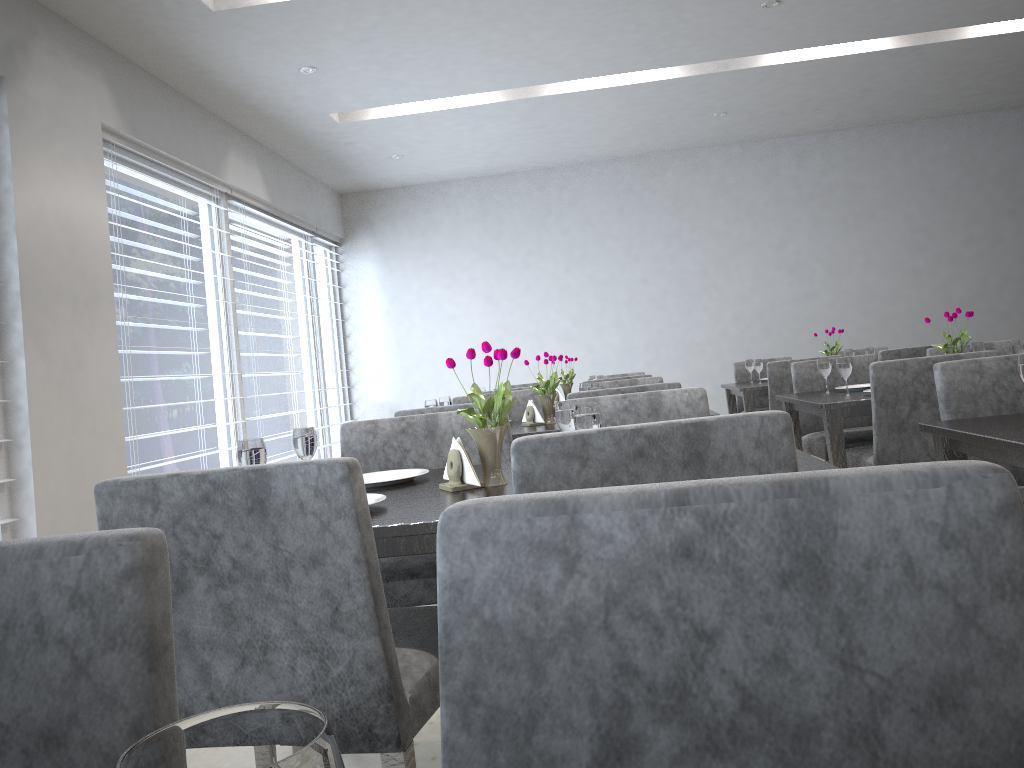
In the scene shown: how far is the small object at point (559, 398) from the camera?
5.16m

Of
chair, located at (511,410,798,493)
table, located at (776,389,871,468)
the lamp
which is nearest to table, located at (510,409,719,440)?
table, located at (776,389,871,468)

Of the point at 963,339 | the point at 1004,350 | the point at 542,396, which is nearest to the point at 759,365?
the point at 1004,350

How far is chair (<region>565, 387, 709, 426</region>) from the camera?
2.2 meters

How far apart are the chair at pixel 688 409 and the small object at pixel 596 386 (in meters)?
1.04

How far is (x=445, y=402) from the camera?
3.6m

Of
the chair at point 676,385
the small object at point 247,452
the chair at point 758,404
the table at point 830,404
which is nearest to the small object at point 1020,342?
the table at point 830,404

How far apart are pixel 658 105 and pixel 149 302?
3.4 meters

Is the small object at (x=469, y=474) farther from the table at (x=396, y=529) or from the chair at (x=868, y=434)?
the chair at (x=868, y=434)

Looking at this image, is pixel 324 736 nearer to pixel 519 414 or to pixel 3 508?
pixel 3 508
